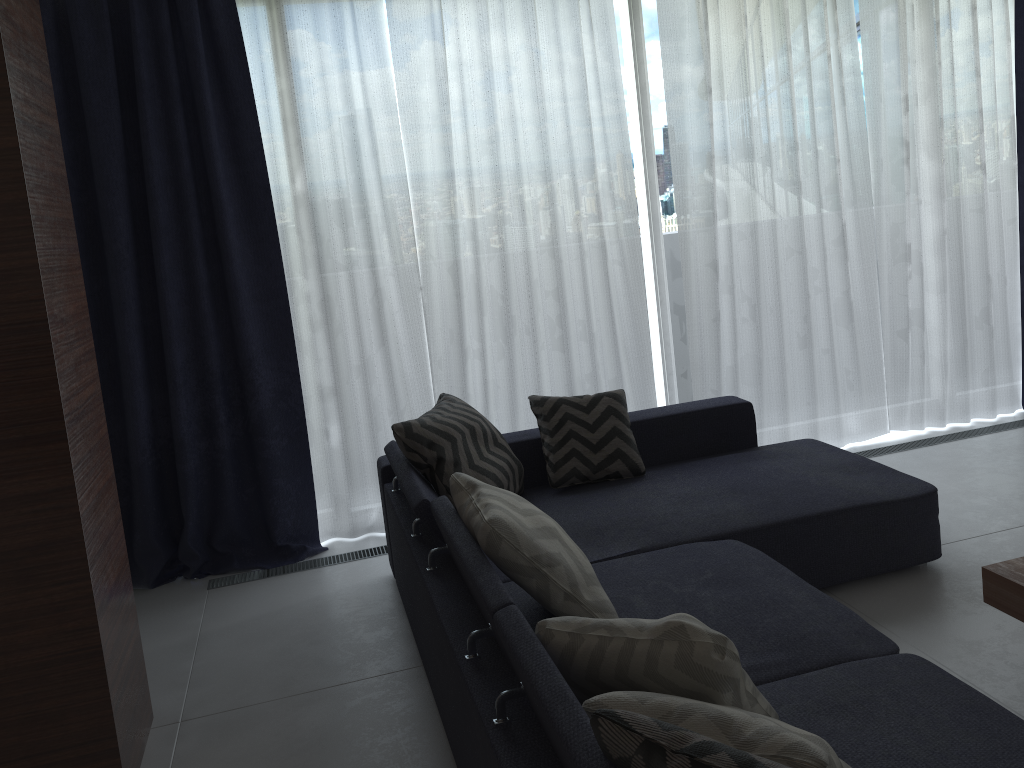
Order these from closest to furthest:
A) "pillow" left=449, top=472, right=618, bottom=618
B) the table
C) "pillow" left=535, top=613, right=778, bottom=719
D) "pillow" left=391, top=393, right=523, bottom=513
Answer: "pillow" left=535, top=613, right=778, bottom=719, "pillow" left=449, top=472, right=618, bottom=618, the table, "pillow" left=391, top=393, right=523, bottom=513

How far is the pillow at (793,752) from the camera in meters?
1.3 m

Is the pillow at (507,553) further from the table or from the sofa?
the table

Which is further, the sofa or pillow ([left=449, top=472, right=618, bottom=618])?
pillow ([left=449, top=472, right=618, bottom=618])

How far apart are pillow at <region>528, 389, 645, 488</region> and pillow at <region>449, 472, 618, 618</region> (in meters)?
0.98

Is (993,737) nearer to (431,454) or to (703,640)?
(703,640)

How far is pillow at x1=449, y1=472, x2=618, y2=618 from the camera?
2.2m

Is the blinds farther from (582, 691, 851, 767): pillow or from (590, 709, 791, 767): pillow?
(590, 709, 791, 767): pillow

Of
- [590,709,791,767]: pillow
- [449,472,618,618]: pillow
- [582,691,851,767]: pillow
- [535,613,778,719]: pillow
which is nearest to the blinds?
[449,472,618,618]: pillow

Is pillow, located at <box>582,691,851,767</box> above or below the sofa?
above
